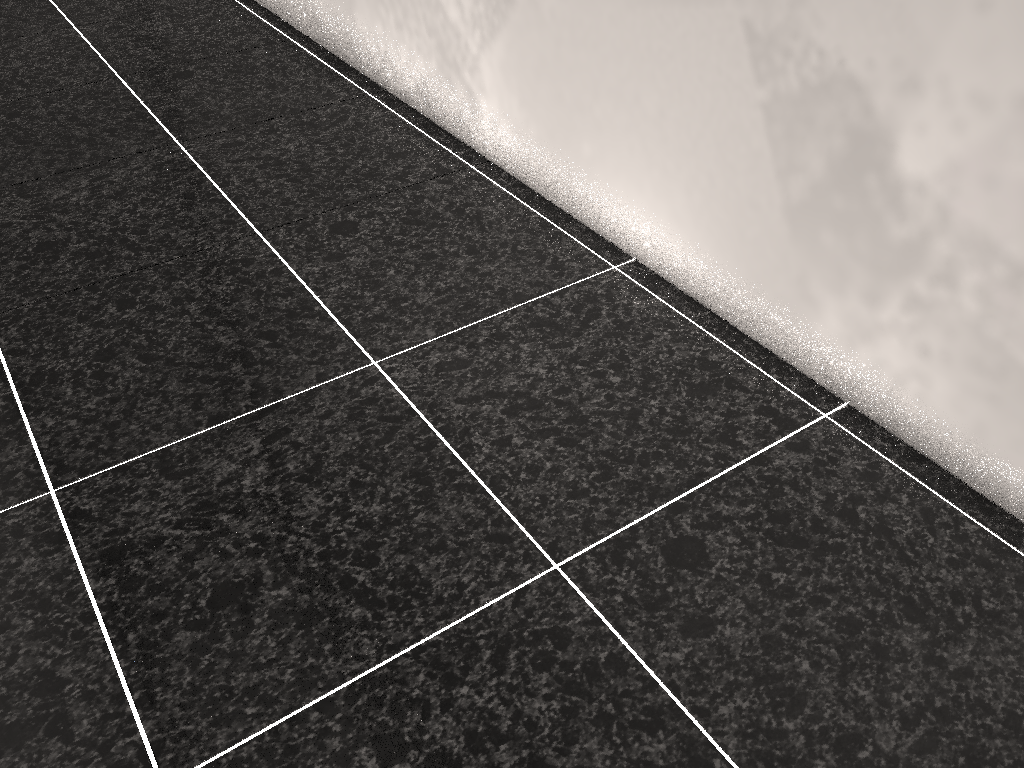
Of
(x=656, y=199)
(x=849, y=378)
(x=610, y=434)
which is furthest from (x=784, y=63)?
(x=610, y=434)

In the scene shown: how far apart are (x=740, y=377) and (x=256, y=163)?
1.44m
